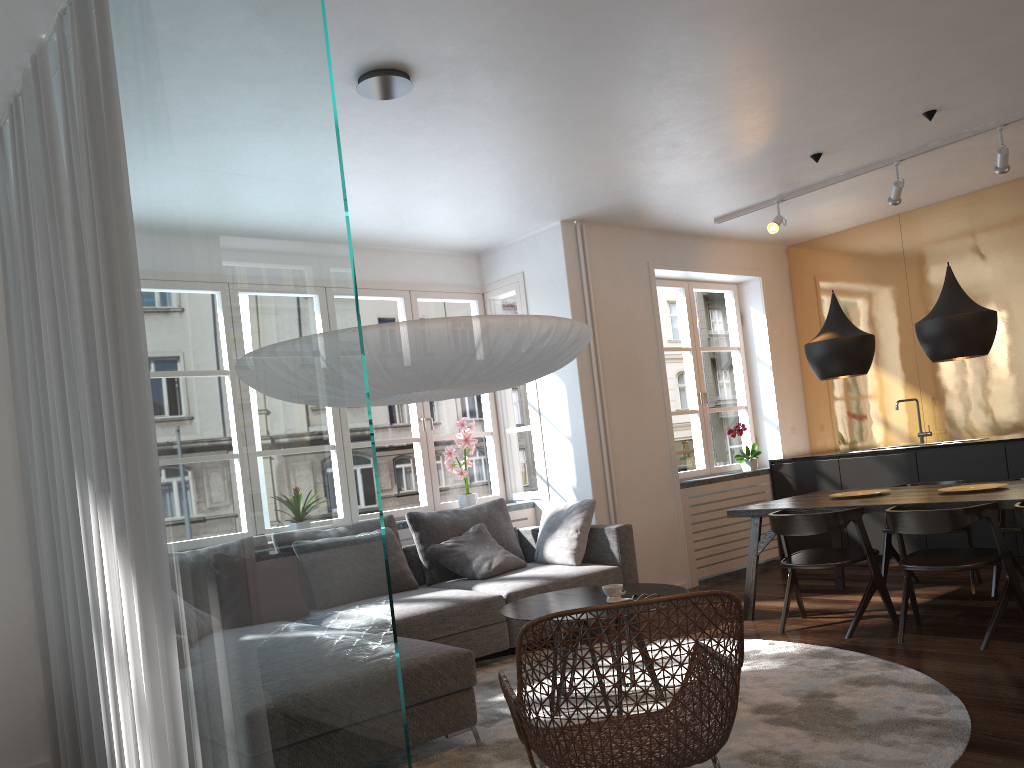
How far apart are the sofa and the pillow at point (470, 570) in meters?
0.0 m

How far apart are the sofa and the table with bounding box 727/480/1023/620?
0.6m

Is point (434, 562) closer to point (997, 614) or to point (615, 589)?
point (615, 589)

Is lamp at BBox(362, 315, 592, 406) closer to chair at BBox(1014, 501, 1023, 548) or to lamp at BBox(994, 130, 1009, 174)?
chair at BBox(1014, 501, 1023, 548)

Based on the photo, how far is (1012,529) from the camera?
5.1m

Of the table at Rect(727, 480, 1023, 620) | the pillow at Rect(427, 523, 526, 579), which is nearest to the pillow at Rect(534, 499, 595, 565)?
the pillow at Rect(427, 523, 526, 579)

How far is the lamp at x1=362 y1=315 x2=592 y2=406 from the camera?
3.03m

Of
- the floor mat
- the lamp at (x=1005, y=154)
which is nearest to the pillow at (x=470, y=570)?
the floor mat

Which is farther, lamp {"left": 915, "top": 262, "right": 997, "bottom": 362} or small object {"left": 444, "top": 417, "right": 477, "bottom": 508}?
small object {"left": 444, "top": 417, "right": 477, "bottom": 508}

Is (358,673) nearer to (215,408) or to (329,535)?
(329,535)
